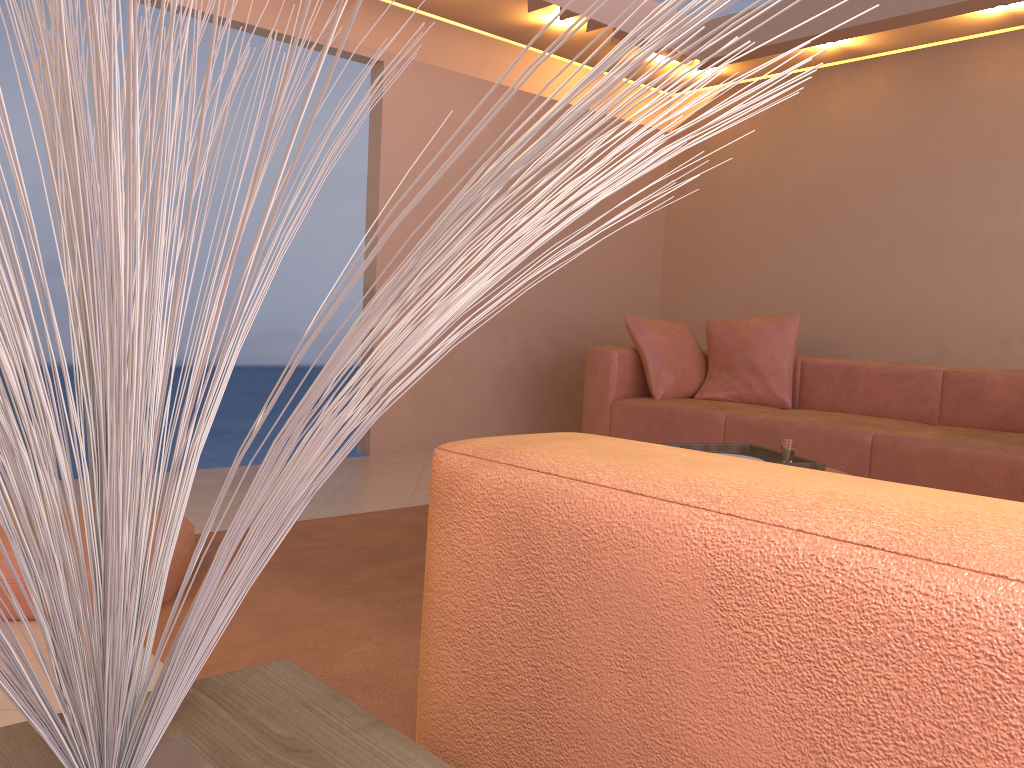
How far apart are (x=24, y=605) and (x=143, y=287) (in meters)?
2.18

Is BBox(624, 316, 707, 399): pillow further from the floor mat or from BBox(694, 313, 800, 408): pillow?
the floor mat

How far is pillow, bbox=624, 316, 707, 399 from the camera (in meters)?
4.95

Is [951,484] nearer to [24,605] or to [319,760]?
[24,605]

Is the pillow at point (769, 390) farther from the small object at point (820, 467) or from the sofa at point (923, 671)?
the sofa at point (923, 671)

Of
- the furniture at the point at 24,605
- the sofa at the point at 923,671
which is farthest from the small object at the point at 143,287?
the furniture at the point at 24,605

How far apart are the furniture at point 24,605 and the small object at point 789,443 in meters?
1.9 m

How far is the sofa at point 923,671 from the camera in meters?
0.5

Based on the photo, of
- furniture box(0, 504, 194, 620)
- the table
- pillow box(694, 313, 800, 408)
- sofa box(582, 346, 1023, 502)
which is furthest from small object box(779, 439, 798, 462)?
the table

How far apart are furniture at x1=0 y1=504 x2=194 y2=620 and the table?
1.6 meters
